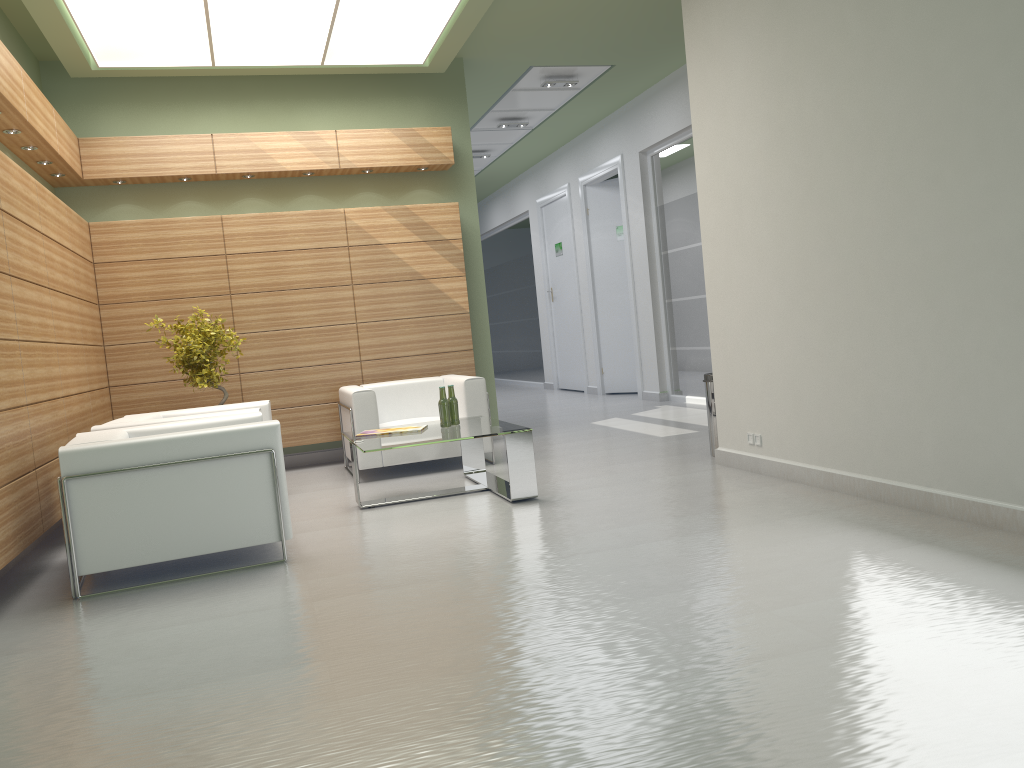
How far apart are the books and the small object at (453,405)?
0.4 meters

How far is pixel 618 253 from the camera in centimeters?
2109cm

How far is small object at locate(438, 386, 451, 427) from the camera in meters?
10.2 m

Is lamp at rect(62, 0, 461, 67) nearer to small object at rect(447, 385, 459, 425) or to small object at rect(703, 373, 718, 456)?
small object at rect(447, 385, 459, 425)

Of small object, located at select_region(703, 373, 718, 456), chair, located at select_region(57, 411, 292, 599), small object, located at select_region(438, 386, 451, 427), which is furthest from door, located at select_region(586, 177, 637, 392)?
chair, located at select_region(57, 411, 292, 599)

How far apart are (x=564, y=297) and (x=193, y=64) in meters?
12.9

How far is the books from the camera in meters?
10.2 m

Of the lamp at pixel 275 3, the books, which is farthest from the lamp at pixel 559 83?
the books

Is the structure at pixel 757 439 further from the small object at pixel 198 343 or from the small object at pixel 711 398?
the small object at pixel 198 343

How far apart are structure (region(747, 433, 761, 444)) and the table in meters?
2.5 m
